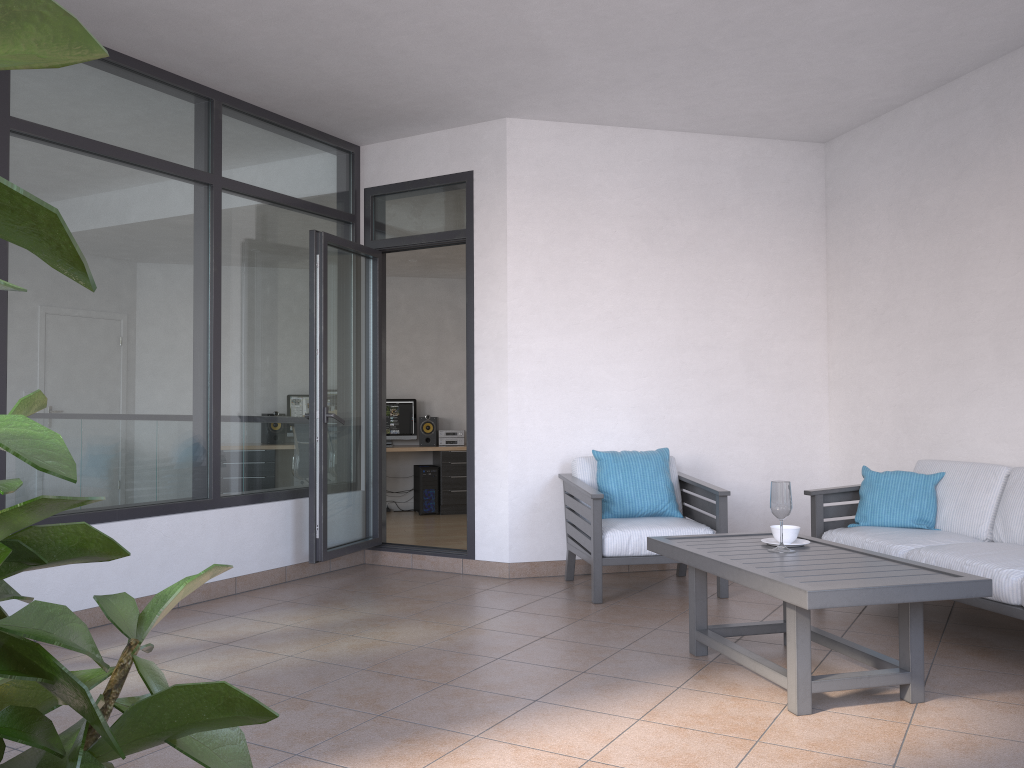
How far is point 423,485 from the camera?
9.70m

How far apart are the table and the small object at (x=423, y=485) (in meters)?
5.94

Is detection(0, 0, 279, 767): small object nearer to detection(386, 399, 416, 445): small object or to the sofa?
the sofa

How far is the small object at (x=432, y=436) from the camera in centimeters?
1003cm

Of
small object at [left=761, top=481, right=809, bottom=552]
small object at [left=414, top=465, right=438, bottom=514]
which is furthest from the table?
small object at [left=414, top=465, right=438, bottom=514]

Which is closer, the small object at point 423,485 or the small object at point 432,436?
the small object at point 423,485

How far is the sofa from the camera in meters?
3.7 m

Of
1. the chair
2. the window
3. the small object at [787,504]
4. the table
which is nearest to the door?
the window

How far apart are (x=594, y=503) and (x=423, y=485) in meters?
5.1 m

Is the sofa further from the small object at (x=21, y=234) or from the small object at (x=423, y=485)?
the small object at (x=423, y=485)
